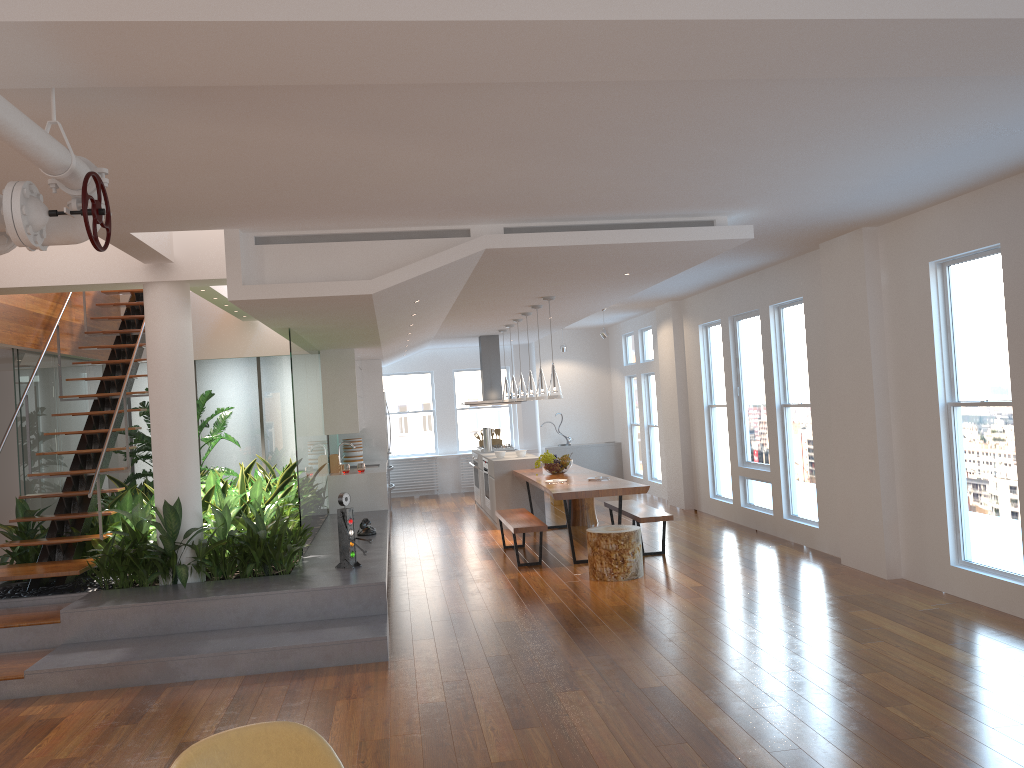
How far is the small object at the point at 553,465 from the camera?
9.7m

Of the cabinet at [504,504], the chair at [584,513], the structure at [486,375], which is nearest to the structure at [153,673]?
the cabinet at [504,504]

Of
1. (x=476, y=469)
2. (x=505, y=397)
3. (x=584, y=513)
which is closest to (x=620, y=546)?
(x=584, y=513)

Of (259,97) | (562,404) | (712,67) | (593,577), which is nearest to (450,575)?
(593,577)

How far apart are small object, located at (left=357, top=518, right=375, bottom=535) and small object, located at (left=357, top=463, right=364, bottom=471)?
2.1m

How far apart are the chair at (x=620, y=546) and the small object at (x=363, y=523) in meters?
2.1 m

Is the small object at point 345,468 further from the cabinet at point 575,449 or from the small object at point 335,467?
the cabinet at point 575,449

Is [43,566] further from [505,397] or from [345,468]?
[505,397]

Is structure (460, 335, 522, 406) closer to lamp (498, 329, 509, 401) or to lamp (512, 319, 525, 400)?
lamp (498, 329, 509, 401)

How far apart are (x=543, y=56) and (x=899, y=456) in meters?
5.1
